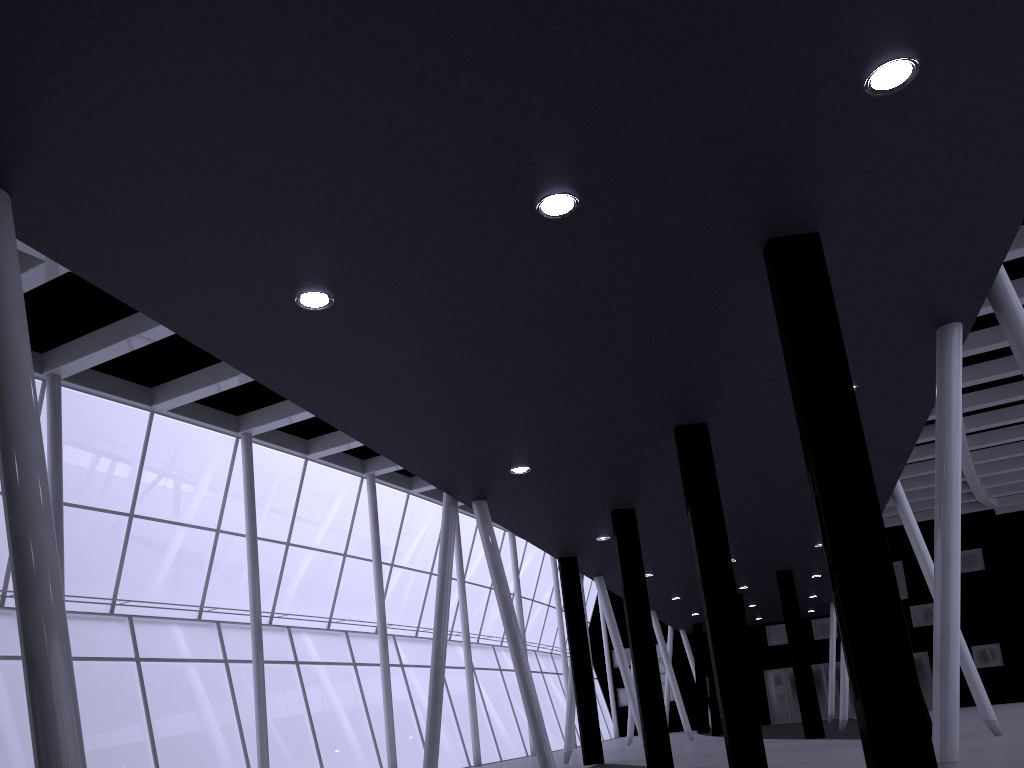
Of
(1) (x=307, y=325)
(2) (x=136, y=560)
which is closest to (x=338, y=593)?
(2) (x=136, y=560)

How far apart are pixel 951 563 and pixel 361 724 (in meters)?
34.31
